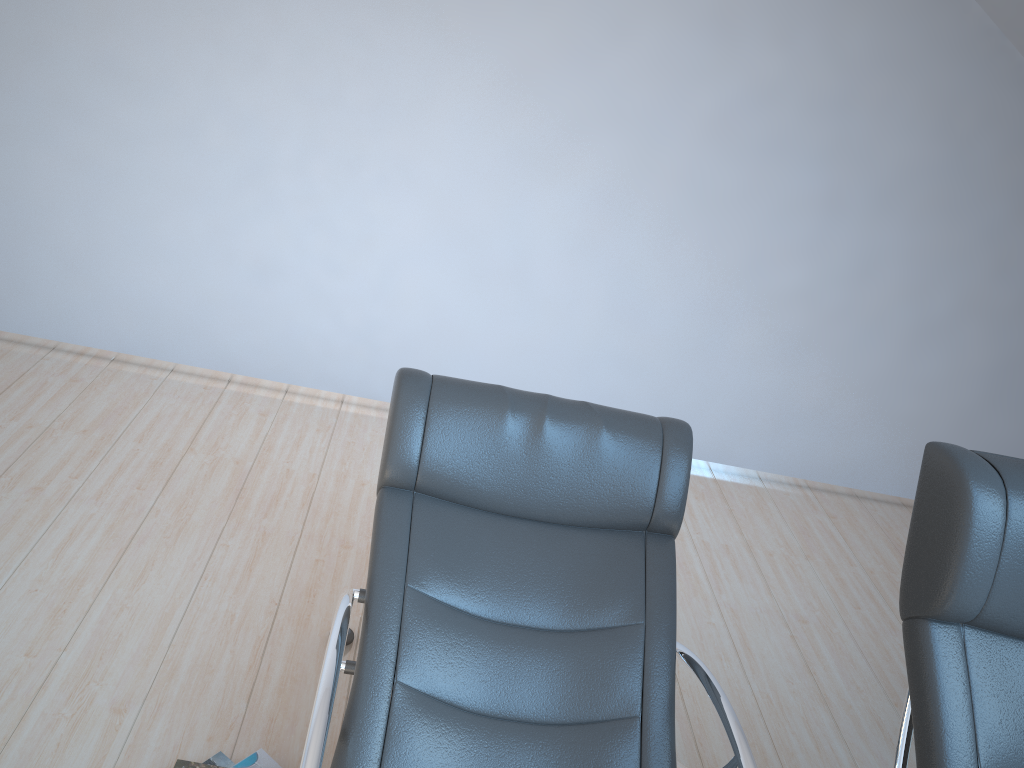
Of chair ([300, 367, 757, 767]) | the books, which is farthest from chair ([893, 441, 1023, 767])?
the books

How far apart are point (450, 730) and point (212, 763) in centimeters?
69cm

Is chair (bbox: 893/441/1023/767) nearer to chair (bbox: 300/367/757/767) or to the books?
chair (bbox: 300/367/757/767)

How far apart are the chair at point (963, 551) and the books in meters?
1.4

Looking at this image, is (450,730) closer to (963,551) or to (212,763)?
(212,763)

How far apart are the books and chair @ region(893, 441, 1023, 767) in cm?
137

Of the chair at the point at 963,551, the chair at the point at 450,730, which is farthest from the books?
the chair at the point at 963,551

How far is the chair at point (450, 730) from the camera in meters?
1.8

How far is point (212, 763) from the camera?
2.1 meters

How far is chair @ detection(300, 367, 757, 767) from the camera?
1.8 meters
